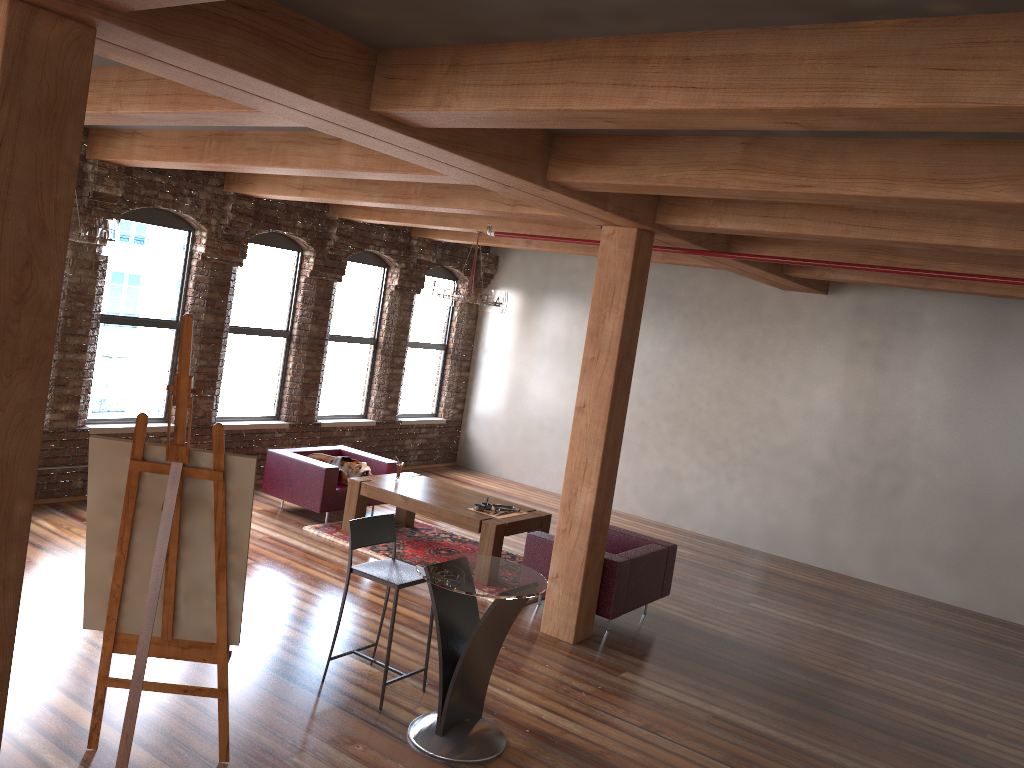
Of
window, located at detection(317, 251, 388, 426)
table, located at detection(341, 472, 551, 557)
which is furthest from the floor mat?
window, located at detection(317, 251, 388, 426)

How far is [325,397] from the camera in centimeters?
1095cm

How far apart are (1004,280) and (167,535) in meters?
5.3 m

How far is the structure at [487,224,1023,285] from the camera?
5.8m

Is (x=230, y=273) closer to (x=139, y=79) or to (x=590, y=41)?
(x=139, y=79)

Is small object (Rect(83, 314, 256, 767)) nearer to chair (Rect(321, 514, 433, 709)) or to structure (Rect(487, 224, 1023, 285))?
chair (Rect(321, 514, 433, 709))

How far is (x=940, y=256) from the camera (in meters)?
6.57

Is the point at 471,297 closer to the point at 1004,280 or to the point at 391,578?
the point at 391,578

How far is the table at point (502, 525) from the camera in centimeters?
761cm

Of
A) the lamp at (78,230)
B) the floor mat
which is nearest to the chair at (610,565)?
the floor mat
